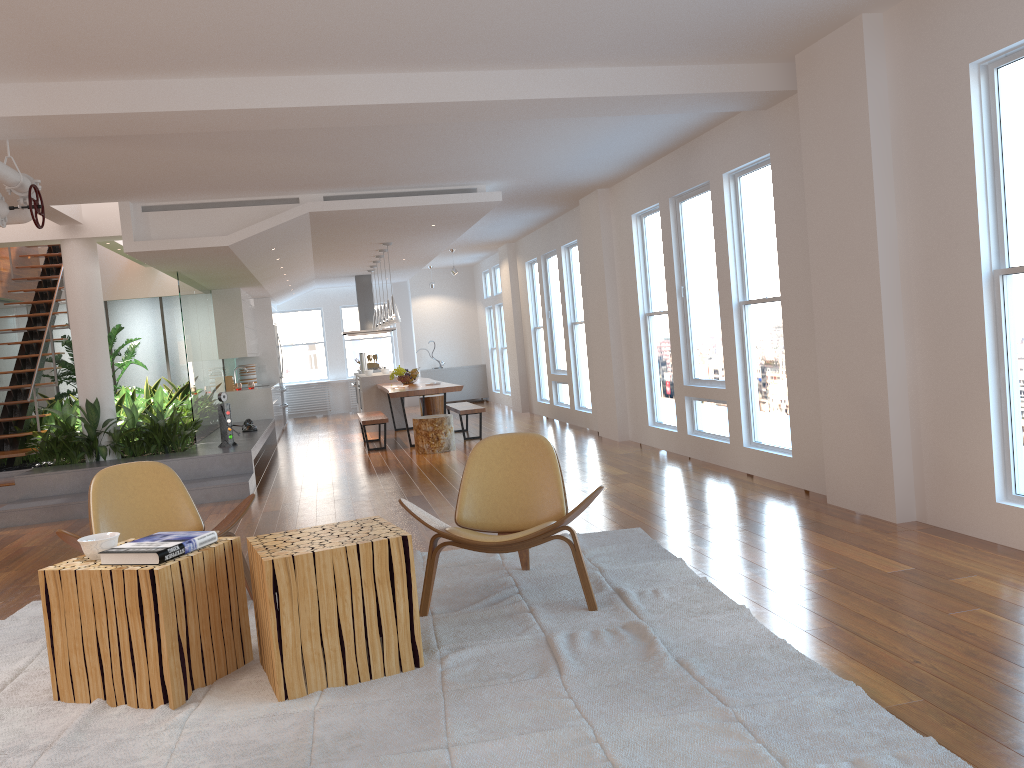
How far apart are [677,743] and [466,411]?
8.38m

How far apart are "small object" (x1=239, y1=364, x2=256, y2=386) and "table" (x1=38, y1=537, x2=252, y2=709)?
11.2 meters

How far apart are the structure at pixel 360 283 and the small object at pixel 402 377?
3.1m

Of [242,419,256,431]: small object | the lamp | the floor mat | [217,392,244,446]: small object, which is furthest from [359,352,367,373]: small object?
the floor mat

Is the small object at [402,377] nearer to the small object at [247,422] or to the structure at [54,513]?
the structure at [54,513]

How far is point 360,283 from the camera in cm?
1534

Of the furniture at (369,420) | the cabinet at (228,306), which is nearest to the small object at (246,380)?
the cabinet at (228,306)

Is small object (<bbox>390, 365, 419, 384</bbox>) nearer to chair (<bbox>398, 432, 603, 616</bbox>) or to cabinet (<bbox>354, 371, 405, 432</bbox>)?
cabinet (<bbox>354, 371, 405, 432</bbox>)

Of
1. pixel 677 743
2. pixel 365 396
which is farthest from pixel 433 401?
pixel 677 743

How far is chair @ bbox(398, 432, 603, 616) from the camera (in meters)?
3.89
